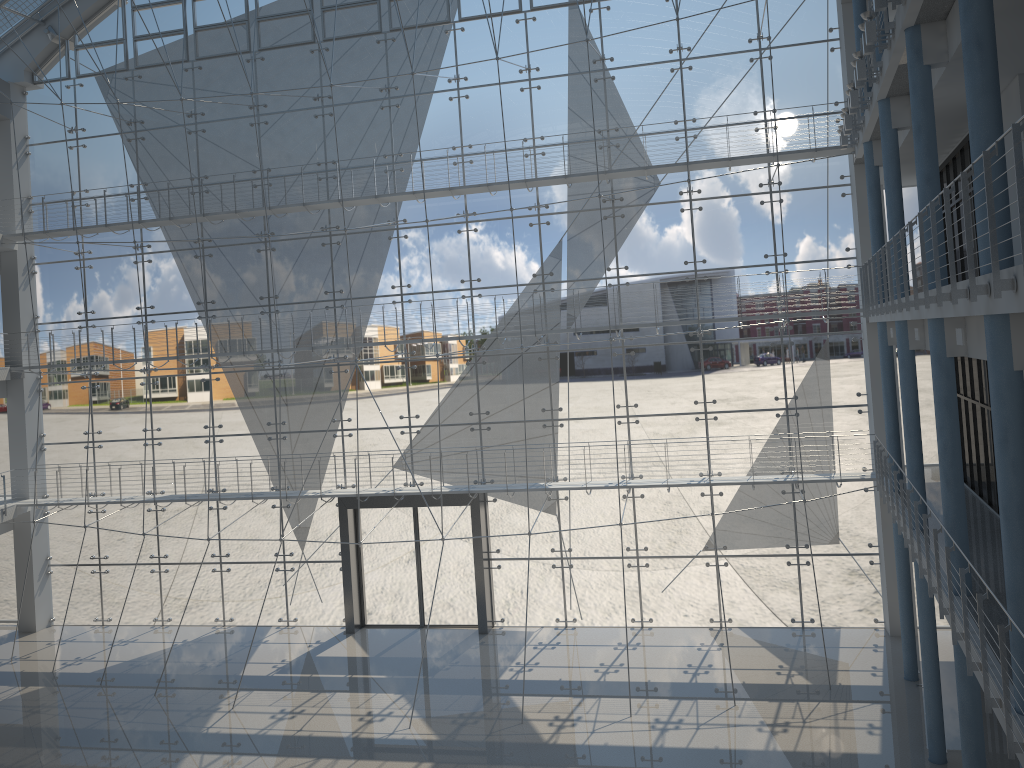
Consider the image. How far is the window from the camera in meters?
3.0 m

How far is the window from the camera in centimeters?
296cm
